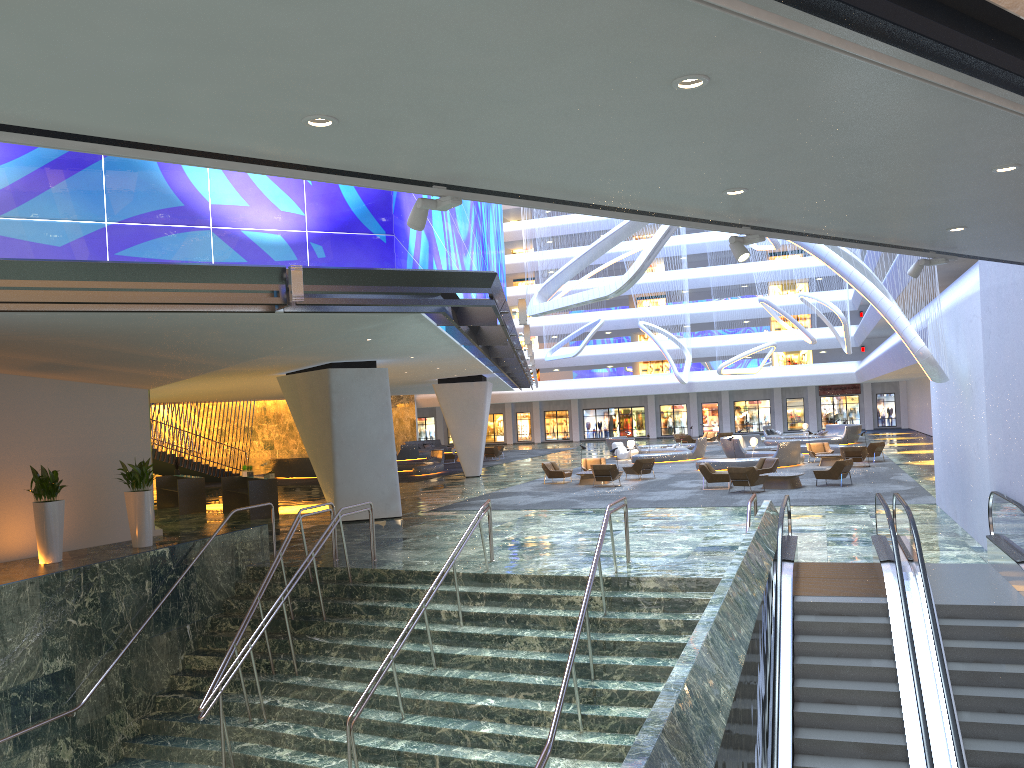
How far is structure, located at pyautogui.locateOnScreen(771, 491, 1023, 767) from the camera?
8.88m

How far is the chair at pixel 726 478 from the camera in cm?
2621

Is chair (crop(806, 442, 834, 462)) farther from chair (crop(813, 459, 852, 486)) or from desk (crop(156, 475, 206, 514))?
desk (crop(156, 475, 206, 514))

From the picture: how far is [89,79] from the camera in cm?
285

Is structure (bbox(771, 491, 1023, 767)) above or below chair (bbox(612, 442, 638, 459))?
below

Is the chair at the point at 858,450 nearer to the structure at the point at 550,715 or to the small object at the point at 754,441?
the small object at the point at 754,441

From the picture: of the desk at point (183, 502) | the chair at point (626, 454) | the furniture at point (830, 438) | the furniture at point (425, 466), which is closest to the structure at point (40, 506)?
the desk at point (183, 502)

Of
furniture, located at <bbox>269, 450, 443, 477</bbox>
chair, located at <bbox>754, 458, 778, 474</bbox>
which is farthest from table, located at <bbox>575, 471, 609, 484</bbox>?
furniture, located at <bbox>269, 450, 443, 477</bbox>

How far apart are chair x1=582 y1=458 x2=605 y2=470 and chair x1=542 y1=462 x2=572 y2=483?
1.3m

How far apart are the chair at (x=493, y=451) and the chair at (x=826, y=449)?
18.5 meters
